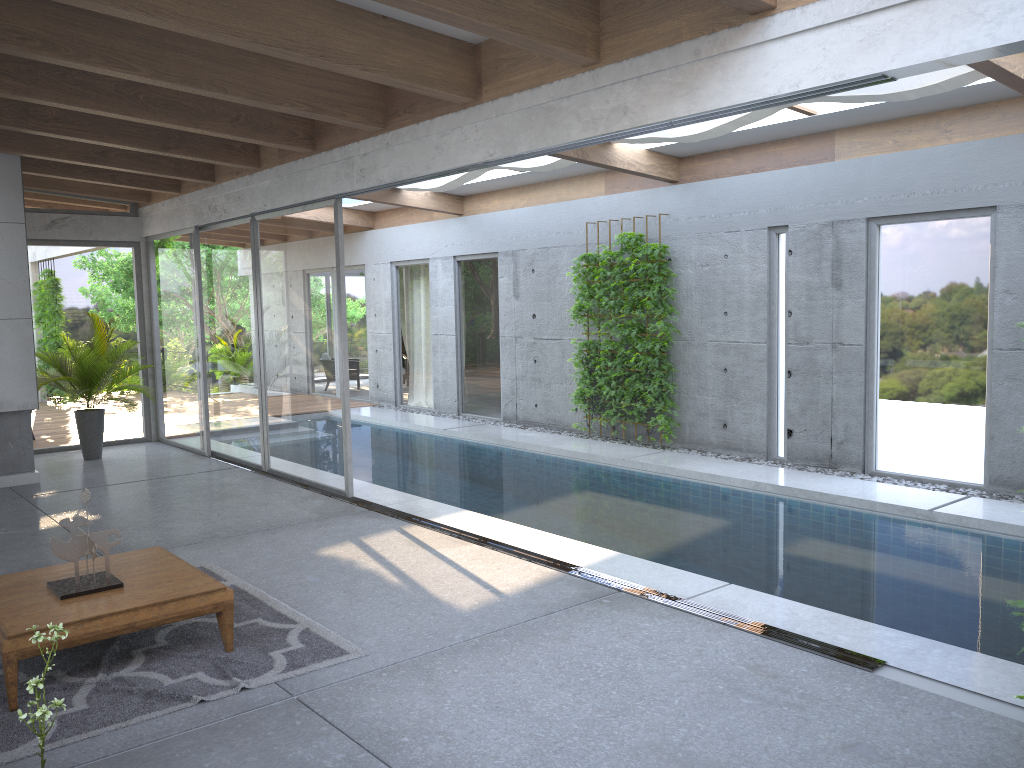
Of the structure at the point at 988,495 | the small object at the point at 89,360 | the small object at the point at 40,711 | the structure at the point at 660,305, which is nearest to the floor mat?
the small object at the point at 40,711

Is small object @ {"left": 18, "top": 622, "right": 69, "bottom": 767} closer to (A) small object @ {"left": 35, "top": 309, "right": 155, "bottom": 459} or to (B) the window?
(B) the window

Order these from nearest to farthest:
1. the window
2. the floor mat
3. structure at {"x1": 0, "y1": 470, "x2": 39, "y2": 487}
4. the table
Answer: the floor mat
the table
the window
structure at {"x1": 0, "y1": 470, "x2": 39, "y2": 487}

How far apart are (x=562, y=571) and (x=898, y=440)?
4.32m

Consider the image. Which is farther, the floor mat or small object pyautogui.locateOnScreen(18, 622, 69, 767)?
the floor mat

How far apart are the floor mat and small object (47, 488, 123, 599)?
0.3m

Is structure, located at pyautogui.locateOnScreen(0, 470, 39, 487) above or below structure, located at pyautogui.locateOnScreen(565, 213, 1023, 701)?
below

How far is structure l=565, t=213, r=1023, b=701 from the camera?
10.27m

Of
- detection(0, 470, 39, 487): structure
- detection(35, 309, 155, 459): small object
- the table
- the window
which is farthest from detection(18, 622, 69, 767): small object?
detection(35, 309, 155, 459): small object

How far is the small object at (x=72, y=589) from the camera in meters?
4.5
